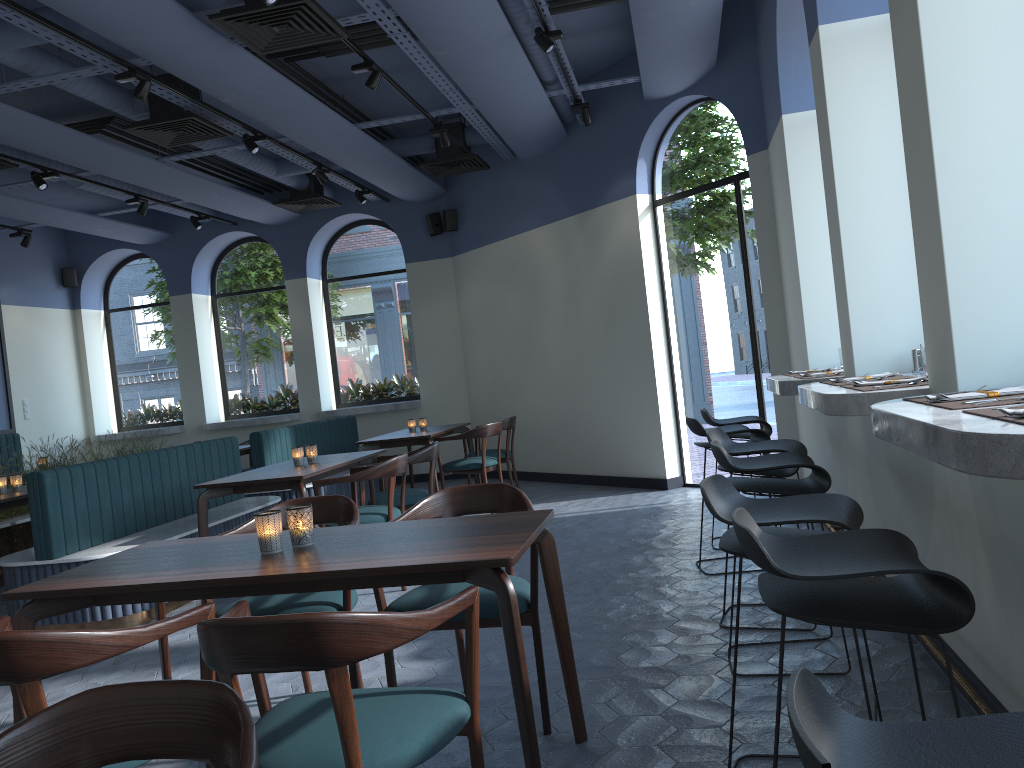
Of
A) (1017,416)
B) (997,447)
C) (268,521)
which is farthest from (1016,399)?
(268,521)

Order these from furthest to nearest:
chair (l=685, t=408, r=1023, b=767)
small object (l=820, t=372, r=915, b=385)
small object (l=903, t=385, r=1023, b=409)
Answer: small object (l=820, t=372, r=915, b=385) < small object (l=903, t=385, r=1023, b=409) < chair (l=685, t=408, r=1023, b=767)

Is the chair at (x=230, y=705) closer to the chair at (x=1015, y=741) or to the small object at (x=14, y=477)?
the chair at (x=1015, y=741)

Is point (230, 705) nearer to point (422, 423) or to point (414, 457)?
point (414, 457)

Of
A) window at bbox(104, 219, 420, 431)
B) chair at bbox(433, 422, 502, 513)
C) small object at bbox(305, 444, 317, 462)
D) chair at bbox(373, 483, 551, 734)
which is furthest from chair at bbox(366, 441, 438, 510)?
window at bbox(104, 219, 420, 431)

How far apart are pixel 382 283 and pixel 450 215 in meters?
1.5

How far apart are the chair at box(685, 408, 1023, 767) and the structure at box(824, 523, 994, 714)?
0.52m

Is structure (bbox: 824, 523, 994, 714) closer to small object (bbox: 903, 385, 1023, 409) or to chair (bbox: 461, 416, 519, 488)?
small object (bbox: 903, 385, 1023, 409)

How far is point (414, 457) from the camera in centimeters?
585cm

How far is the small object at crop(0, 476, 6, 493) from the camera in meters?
6.3 m
